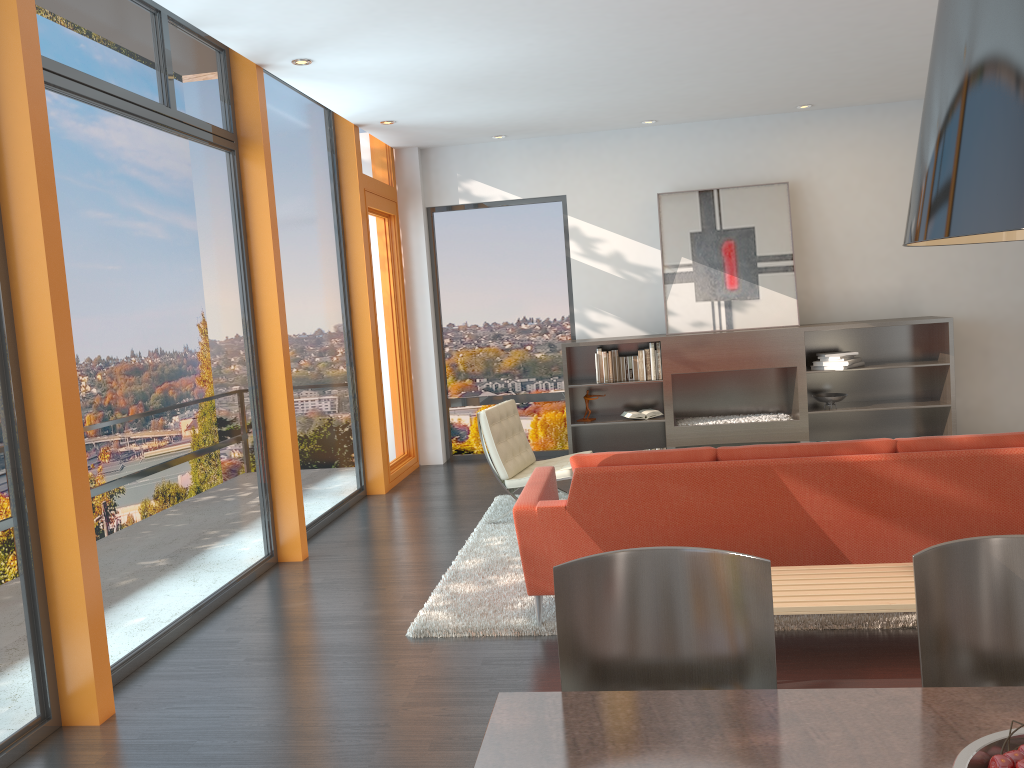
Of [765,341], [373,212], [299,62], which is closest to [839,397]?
[765,341]

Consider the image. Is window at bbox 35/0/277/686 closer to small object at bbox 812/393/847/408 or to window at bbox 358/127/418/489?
window at bbox 358/127/418/489

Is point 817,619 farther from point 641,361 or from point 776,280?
point 776,280

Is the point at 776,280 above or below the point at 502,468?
above

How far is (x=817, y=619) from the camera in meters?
4.0 m

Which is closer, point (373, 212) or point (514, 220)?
point (373, 212)

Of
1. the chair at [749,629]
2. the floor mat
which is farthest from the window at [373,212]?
the chair at [749,629]

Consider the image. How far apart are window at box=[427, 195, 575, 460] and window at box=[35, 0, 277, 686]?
3.5m

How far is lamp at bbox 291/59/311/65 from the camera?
5.5m

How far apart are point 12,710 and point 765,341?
6.33m
